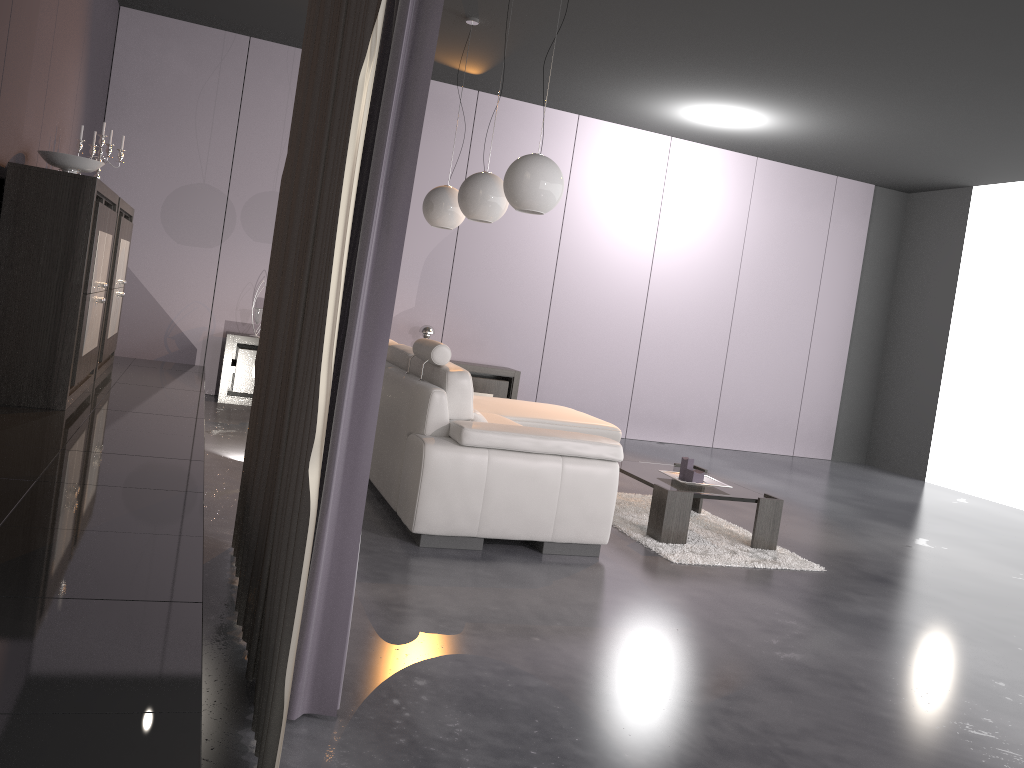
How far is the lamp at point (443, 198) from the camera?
5.89m

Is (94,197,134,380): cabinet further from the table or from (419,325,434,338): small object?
the table

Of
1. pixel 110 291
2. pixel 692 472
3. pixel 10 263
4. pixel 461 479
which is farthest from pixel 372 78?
pixel 110 291

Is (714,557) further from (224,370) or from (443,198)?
(224,370)

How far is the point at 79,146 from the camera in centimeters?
518cm

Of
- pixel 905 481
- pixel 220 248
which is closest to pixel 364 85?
pixel 220 248

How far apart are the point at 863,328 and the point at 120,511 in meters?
8.6 m

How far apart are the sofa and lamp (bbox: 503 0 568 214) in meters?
0.8

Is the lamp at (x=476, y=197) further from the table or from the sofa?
the table

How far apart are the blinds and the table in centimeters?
214cm
